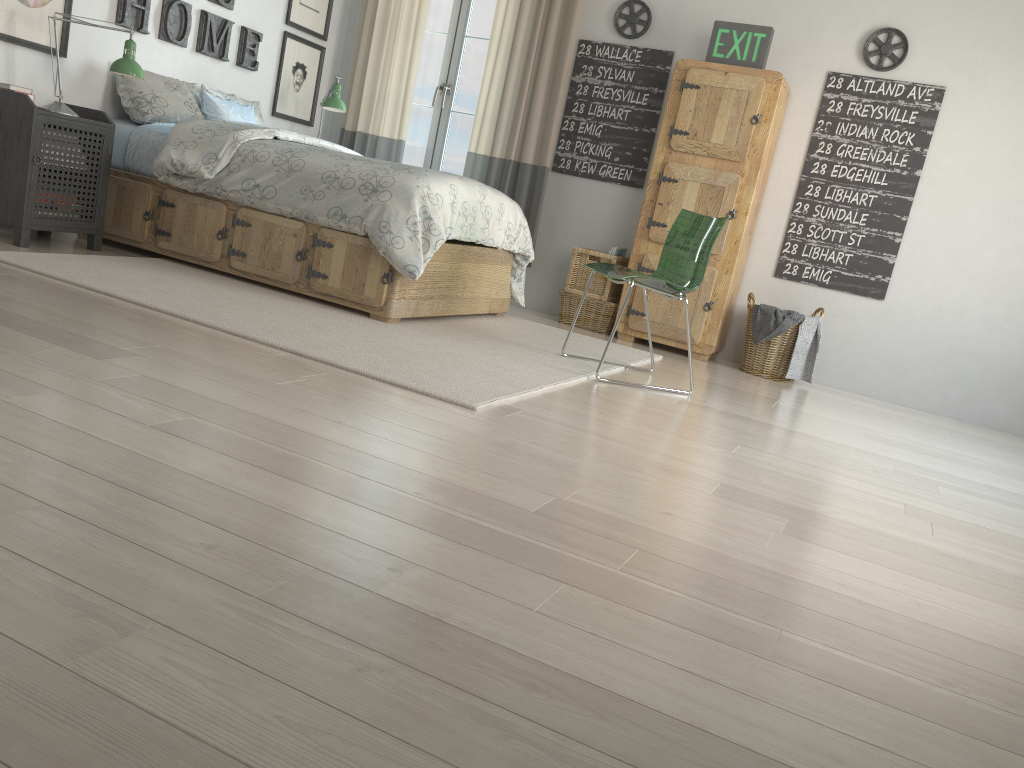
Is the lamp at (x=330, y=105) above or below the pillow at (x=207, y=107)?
above

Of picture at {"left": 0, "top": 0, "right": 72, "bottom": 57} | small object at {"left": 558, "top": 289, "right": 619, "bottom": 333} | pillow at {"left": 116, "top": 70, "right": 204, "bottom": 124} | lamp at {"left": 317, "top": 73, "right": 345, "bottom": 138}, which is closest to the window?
lamp at {"left": 317, "top": 73, "right": 345, "bottom": 138}

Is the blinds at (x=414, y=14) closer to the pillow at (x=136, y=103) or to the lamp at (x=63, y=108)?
the pillow at (x=136, y=103)

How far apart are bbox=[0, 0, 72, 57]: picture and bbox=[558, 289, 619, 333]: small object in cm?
285

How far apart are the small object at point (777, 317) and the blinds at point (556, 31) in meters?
1.5 m

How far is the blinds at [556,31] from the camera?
5.3 meters

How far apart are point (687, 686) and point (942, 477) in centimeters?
228cm

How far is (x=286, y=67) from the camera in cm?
559

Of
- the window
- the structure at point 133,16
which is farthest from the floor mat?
the window

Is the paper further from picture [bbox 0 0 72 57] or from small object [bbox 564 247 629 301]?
picture [bbox 0 0 72 57]
